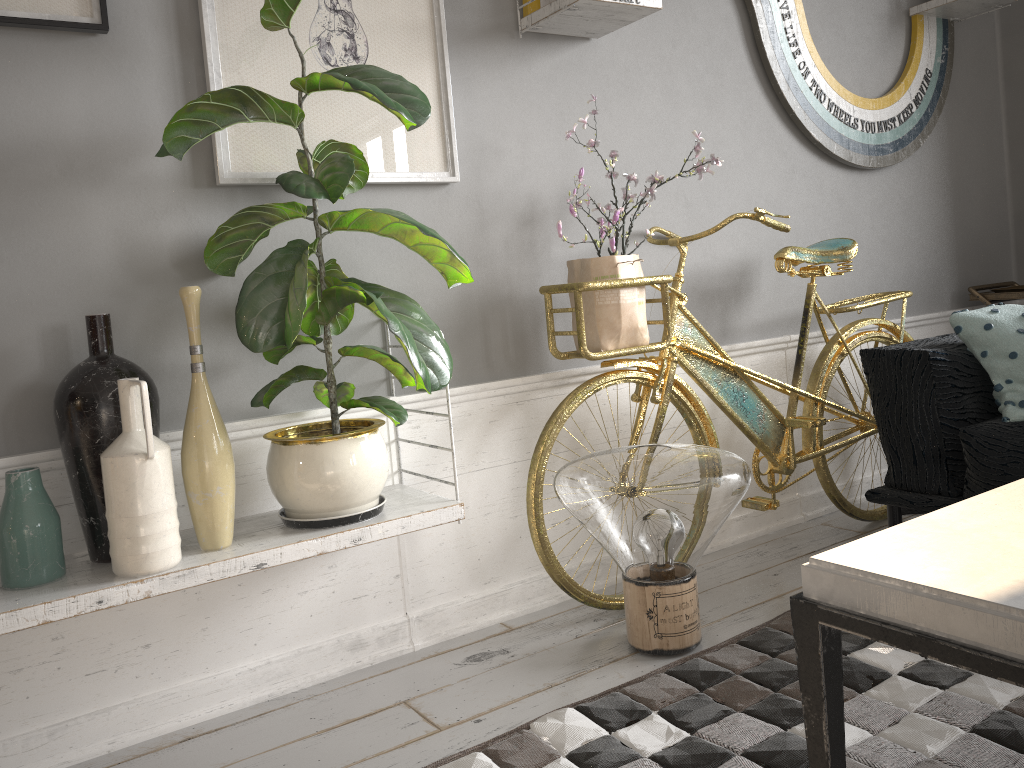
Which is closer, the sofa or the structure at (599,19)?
the sofa

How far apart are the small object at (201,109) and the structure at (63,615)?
0.0m

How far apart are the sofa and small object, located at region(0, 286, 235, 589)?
1.61m

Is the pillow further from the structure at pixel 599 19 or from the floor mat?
the structure at pixel 599 19

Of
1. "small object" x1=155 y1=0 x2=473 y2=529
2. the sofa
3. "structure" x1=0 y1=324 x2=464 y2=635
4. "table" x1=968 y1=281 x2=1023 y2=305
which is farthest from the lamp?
"table" x1=968 y1=281 x2=1023 y2=305

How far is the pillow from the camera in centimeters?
214cm

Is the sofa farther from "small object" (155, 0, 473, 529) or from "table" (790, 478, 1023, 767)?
"small object" (155, 0, 473, 529)

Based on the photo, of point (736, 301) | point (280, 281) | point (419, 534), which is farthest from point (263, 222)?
point (736, 301)

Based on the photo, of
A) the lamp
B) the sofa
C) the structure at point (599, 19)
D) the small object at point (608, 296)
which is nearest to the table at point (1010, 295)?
the structure at point (599, 19)

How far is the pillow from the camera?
2.1m
